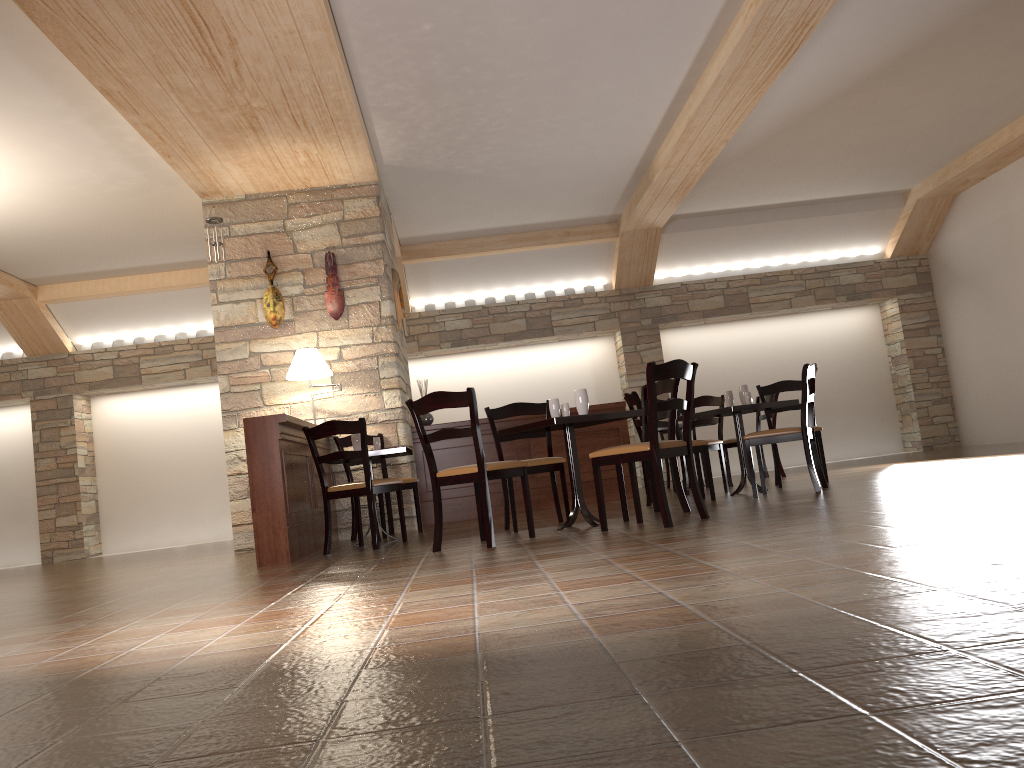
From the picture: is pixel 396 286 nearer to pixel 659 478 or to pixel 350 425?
pixel 350 425

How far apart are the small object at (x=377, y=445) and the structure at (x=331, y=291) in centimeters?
154cm

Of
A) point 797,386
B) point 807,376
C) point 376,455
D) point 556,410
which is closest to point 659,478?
point 556,410

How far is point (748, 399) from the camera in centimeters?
671cm

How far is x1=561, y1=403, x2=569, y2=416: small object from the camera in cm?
544

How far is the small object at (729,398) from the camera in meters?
6.8 m

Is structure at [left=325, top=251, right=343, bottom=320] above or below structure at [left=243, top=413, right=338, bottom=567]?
above

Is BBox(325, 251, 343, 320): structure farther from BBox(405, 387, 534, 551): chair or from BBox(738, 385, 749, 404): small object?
BBox(738, 385, 749, 404): small object

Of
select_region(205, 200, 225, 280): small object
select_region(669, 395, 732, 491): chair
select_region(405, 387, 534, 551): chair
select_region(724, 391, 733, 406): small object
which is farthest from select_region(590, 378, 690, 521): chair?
select_region(205, 200, 225, 280): small object

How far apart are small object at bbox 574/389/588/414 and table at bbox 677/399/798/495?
1.50m
